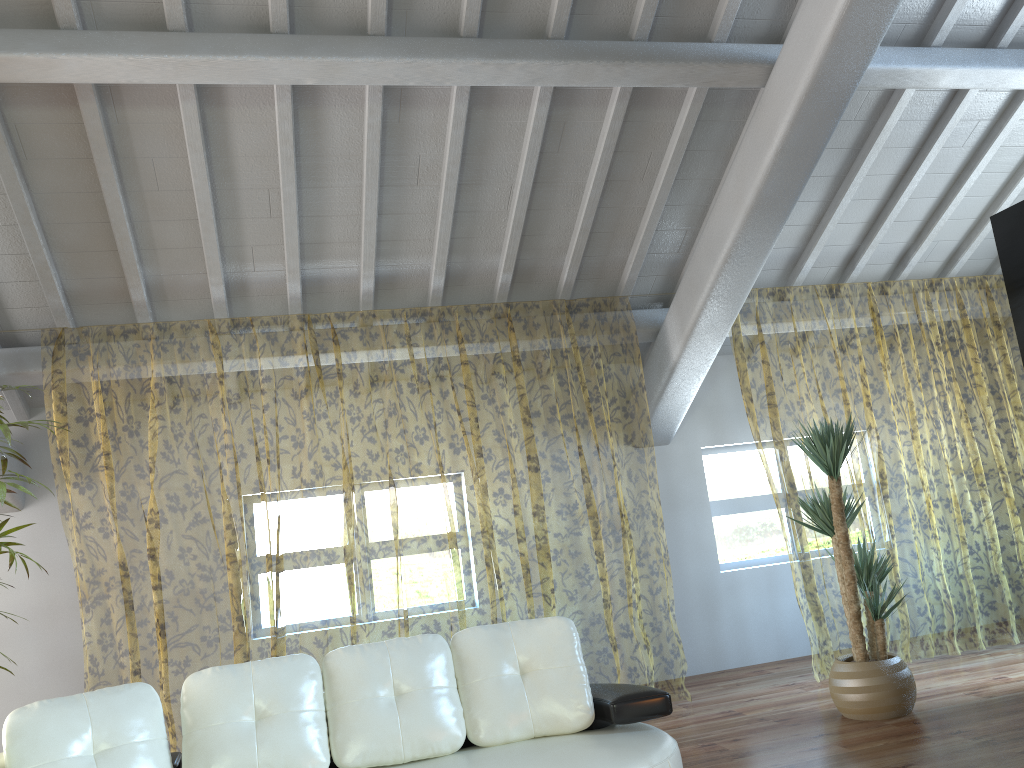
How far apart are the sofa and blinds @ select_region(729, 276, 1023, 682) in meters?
2.6

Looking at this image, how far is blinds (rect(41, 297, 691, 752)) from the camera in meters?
10.3

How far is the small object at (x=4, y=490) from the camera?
3.5 meters

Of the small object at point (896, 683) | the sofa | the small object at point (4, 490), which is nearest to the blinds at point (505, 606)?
the small object at point (4, 490)

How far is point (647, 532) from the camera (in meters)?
11.13

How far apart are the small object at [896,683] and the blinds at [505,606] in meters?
1.2 m

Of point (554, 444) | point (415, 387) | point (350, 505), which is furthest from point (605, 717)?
point (350, 505)

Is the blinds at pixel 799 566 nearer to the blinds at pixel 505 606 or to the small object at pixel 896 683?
the small object at pixel 896 683

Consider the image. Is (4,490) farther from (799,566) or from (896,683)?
(799,566)

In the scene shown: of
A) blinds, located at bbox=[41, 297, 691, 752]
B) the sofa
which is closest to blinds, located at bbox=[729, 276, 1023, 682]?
blinds, located at bbox=[41, 297, 691, 752]
